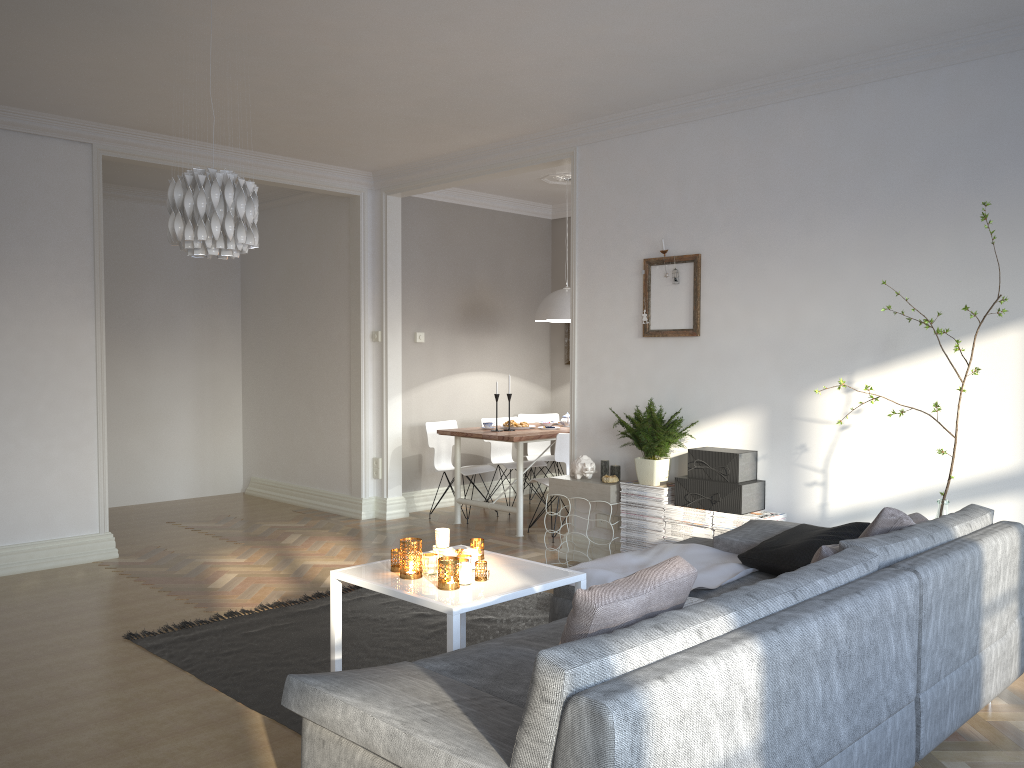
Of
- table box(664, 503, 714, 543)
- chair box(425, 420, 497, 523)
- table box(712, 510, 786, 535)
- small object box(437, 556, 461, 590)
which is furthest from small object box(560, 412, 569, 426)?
small object box(437, 556, 461, 590)

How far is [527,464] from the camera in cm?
757

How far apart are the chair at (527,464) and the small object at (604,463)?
2.2m

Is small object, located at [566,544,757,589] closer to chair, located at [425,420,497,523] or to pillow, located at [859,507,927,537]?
pillow, located at [859,507,927,537]

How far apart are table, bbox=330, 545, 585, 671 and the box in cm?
154

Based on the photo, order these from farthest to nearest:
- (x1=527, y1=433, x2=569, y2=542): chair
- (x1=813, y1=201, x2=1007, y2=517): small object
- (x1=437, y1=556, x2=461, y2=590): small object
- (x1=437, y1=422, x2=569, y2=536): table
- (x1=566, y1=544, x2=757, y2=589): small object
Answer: (x1=437, y1=422, x2=569, y2=536): table
(x1=527, y1=433, x2=569, y2=542): chair
(x1=813, y1=201, x2=1007, y2=517): small object
(x1=566, y1=544, x2=757, y2=589): small object
(x1=437, y1=556, x2=461, y2=590): small object

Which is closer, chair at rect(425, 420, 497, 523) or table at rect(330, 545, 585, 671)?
table at rect(330, 545, 585, 671)

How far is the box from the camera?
4.7m

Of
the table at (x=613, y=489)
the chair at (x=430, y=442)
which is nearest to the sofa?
the table at (x=613, y=489)

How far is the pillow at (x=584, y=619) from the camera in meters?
2.0
